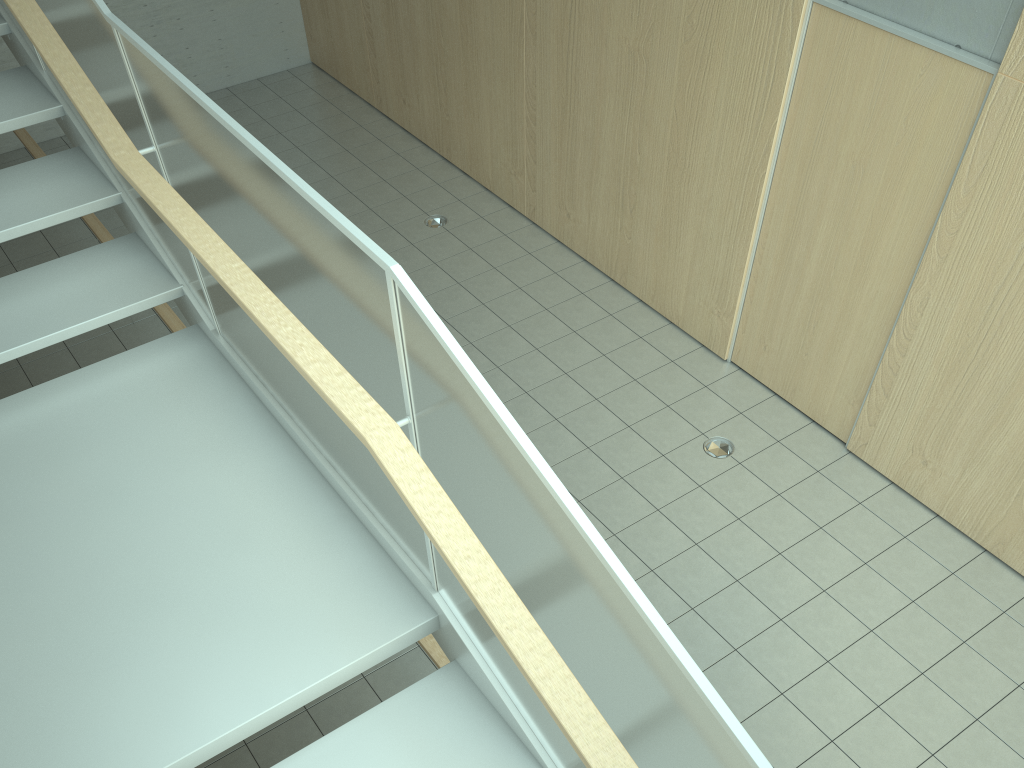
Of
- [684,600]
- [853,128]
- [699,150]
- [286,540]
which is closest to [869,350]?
[853,128]

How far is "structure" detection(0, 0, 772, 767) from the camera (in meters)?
1.66

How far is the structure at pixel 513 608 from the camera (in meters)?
1.66

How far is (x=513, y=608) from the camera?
1.66m
